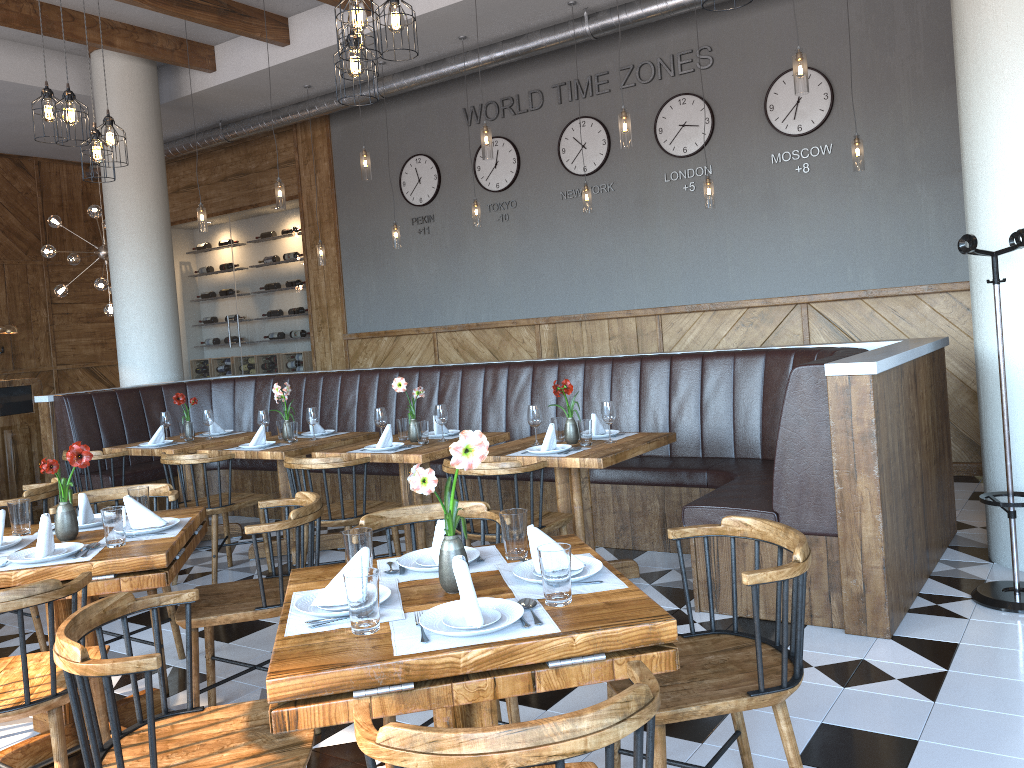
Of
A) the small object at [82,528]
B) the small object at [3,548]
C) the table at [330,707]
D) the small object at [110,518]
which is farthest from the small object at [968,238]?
the small object at [3,548]

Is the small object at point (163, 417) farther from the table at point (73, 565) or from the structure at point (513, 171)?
the structure at point (513, 171)

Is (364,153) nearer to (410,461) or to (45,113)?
(45,113)

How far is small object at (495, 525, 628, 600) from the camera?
2.18m

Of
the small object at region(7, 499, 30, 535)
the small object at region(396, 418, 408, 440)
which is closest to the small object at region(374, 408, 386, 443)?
the small object at region(396, 418, 408, 440)

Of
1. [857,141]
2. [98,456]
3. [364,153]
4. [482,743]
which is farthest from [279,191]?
[482,743]

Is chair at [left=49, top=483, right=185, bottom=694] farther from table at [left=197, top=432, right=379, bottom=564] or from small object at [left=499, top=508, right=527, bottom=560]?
small object at [left=499, top=508, right=527, bottom=560]

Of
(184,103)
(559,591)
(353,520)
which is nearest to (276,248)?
(184,103)

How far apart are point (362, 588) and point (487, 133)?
4.7m

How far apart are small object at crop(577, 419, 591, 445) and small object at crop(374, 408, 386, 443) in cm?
140
